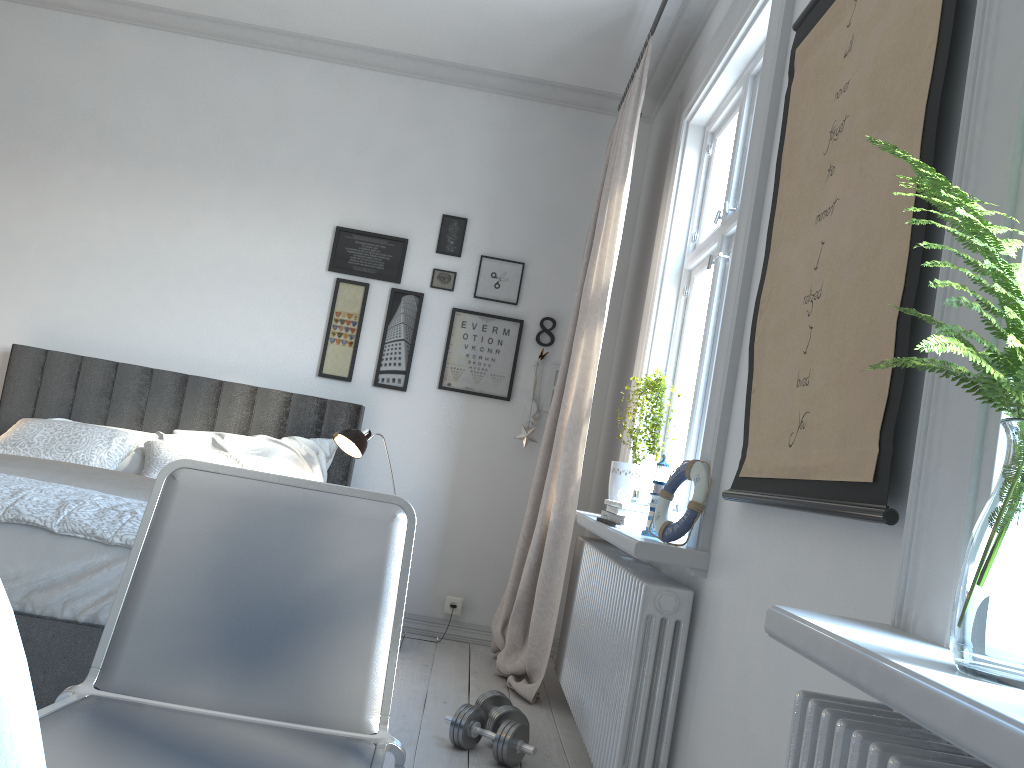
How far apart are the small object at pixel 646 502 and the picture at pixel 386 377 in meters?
1.9

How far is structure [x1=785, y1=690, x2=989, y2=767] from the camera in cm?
93

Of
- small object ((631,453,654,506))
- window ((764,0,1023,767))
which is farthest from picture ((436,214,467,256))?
window ((764,0,1023,767))

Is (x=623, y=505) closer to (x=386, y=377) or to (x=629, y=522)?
(x=629, y=522)

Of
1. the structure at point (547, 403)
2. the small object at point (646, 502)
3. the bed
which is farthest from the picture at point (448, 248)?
the small object at point (646, 502)

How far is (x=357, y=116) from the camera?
4.54m

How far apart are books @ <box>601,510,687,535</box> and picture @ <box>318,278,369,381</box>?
2.0m

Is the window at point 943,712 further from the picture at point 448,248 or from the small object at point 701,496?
the picture at point 448,248

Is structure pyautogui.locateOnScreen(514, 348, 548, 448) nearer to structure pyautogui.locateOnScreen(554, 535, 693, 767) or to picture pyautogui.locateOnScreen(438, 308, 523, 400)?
picture pyautogui.locateOnScreen(438, 308, 523, 400)

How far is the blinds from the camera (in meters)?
3.43
